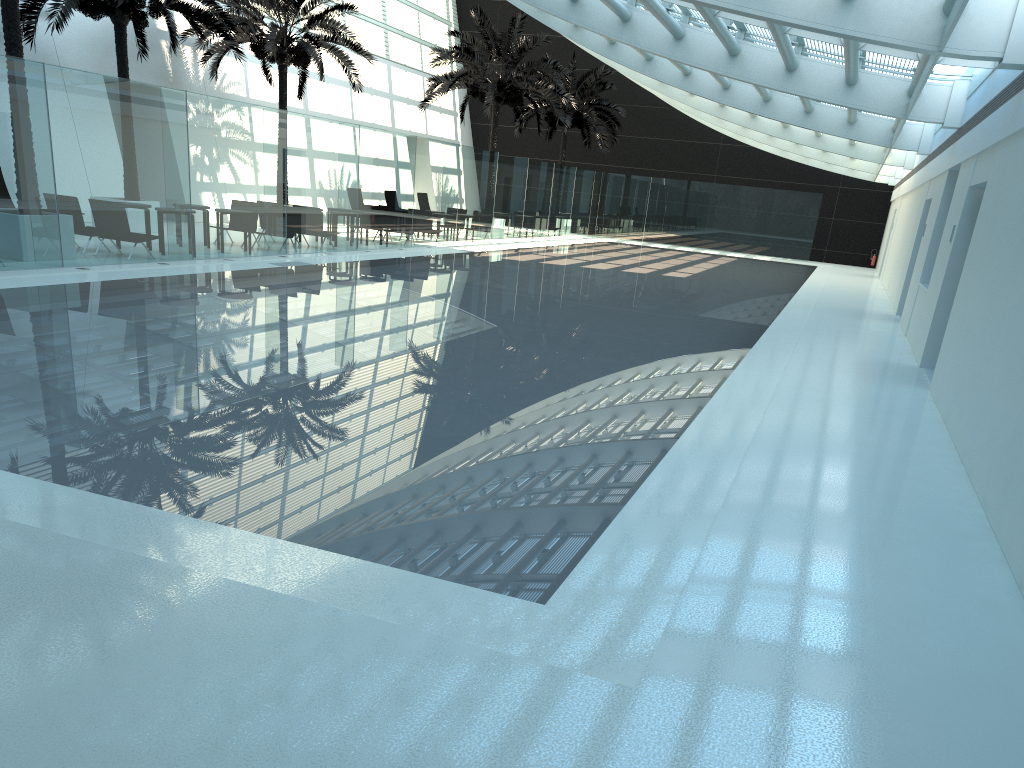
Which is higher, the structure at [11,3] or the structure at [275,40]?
the structure at [275,40]

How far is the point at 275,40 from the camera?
22.8 meters

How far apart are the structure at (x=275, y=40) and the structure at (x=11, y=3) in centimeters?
775cm

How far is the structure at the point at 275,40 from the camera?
22.76m

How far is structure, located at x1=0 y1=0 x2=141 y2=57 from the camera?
13.01m

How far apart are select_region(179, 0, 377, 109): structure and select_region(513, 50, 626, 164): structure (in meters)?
11.66

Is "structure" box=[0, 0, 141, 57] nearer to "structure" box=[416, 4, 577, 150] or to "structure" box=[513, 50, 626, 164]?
"structure" box=[416, 4, 577, 150]

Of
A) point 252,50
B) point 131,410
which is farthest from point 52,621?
point 252,50

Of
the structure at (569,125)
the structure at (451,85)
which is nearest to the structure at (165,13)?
the structure at (451,85)

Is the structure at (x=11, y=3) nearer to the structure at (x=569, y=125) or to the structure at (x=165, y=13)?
the structure at (x=165, y=13)
